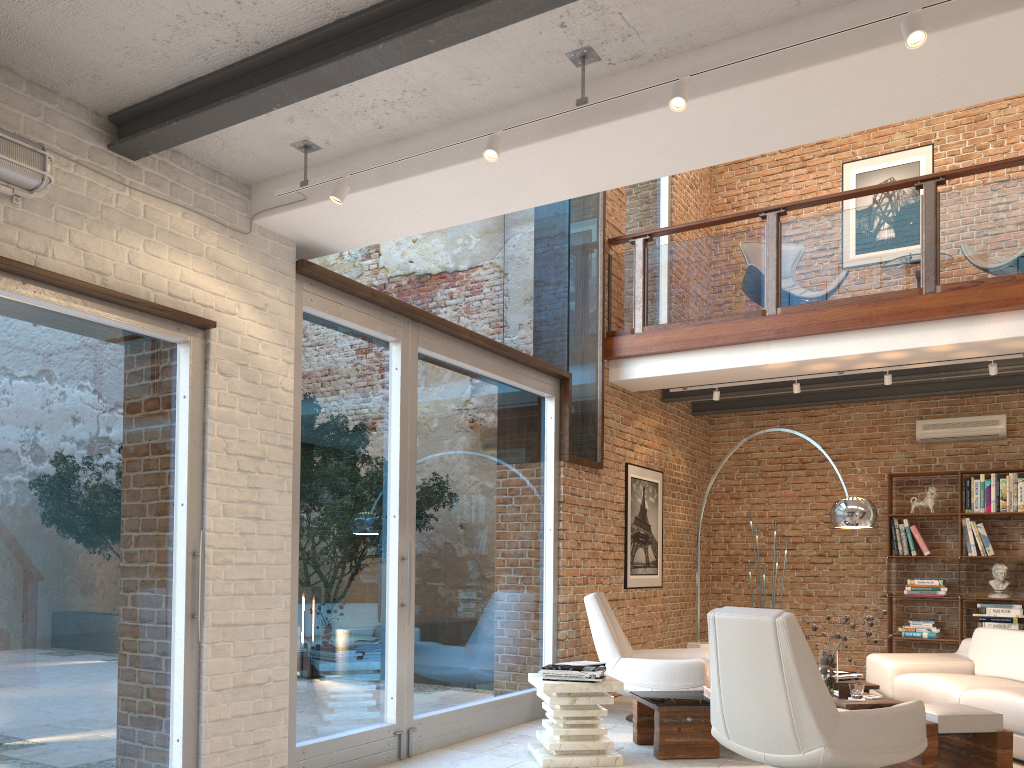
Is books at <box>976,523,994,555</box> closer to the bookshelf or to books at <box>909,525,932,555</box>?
the bookshelf

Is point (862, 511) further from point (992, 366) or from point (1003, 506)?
point (1003, 506)

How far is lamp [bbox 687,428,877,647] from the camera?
6.0m

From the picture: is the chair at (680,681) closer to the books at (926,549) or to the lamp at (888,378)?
the lamp at (888,378)

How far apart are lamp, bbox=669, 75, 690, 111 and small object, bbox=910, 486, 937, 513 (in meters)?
6.96

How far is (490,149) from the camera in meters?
3.5 m

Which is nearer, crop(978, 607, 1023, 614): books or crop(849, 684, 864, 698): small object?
crop(849, 684, 864, 698): small object

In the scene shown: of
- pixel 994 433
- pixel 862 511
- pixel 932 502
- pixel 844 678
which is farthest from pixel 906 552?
pixel 844 678

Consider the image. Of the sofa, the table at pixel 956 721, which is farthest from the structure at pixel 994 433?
the table at pixel 956 721

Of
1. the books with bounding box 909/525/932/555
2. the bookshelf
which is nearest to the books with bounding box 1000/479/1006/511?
the bookshelf
